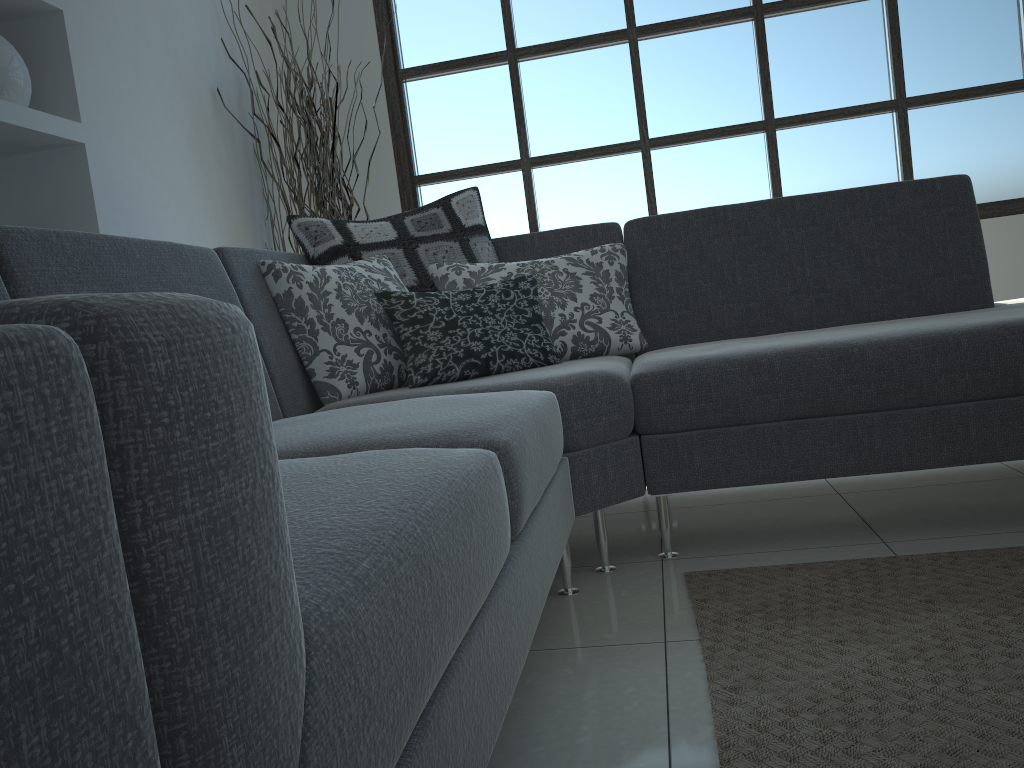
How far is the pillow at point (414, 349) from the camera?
2.21m

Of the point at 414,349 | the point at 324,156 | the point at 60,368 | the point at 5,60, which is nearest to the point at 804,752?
the point at 60,368

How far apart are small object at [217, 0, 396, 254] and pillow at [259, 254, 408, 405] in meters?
1.4 m

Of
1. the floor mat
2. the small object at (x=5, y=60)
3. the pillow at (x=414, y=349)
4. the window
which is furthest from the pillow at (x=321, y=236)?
the window

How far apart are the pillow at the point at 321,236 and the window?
1.6m

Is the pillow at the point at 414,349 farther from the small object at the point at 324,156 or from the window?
the window

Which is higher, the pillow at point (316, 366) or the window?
the window

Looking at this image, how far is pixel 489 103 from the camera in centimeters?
443cm

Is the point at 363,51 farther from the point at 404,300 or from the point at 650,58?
the point at 404,300

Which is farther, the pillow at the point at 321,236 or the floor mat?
the pillow at the point at 321,236
